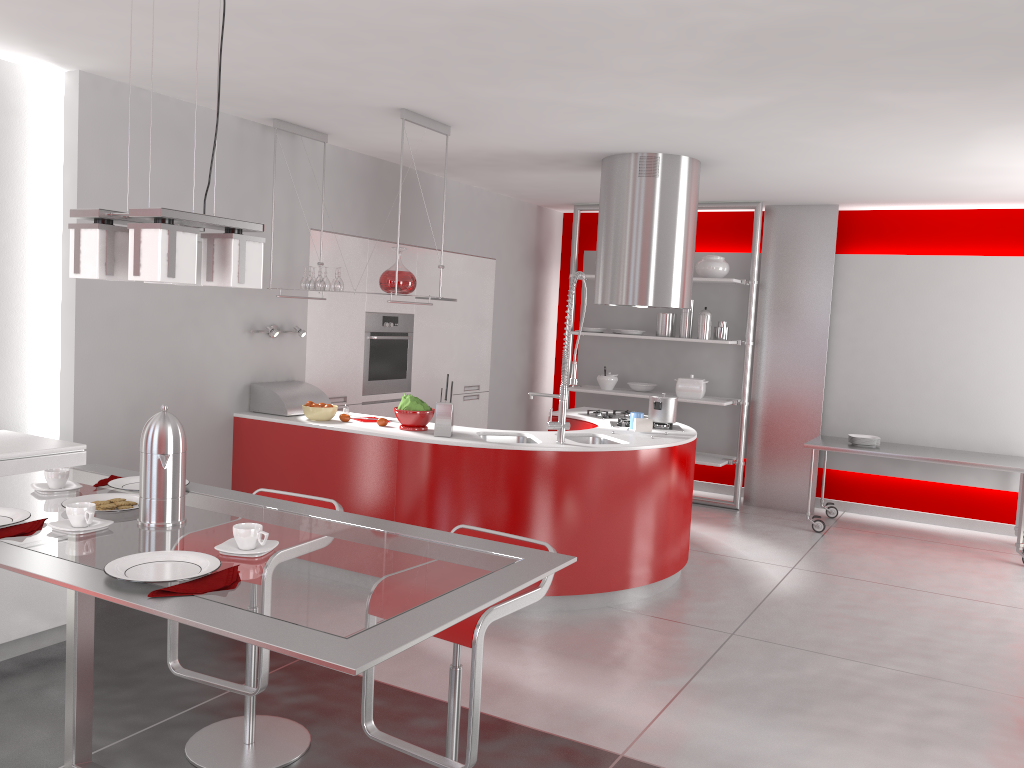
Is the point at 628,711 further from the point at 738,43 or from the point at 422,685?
the point at 738,43

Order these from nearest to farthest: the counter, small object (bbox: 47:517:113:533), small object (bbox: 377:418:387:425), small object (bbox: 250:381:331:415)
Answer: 1. small object (bbox: 47:517:113:533)
2. the counter
3. small object (bbox: 377:418:387:425)
4. small object (bbox: 250:381:331:415)

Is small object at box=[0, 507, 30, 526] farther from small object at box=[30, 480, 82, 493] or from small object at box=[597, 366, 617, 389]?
small object at box=[597, 366, 617, 389]

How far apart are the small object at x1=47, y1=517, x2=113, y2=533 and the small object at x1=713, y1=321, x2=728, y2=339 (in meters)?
6.16

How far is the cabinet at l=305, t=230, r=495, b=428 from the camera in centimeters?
595cm

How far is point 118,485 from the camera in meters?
2.5

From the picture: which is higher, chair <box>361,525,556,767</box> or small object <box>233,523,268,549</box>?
small object <box>233,523,268,549</box>

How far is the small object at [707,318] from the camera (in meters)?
7.42

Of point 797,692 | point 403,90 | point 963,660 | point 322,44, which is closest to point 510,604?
point 797,692

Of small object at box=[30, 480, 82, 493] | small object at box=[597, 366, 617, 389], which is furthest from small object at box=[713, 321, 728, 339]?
small object at box=[30, 480, 82, 493]
